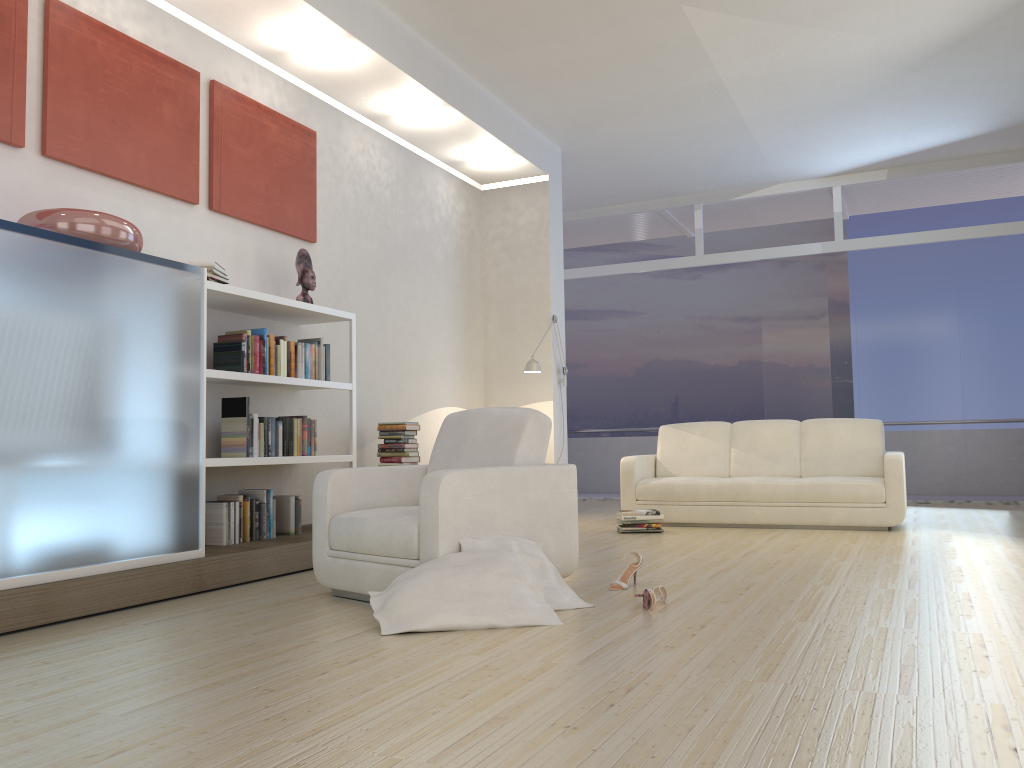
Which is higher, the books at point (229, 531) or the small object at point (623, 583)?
the books at point (229, 531)

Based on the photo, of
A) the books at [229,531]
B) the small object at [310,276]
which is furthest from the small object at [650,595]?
the small object at [310,276]

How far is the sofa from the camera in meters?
6.6

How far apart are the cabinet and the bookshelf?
0.4 meters

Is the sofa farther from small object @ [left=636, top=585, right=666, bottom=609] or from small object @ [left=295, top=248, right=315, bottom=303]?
small object @ [left=636, top=585, right=666, bottom=609]

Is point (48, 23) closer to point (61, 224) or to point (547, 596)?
point (61, 224)

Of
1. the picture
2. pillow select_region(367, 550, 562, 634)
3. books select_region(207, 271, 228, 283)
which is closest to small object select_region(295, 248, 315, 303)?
the picture

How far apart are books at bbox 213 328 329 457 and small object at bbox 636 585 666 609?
2.4 meters

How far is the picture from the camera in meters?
4.3 m

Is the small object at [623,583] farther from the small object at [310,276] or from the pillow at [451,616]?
the small object at [310,276]
